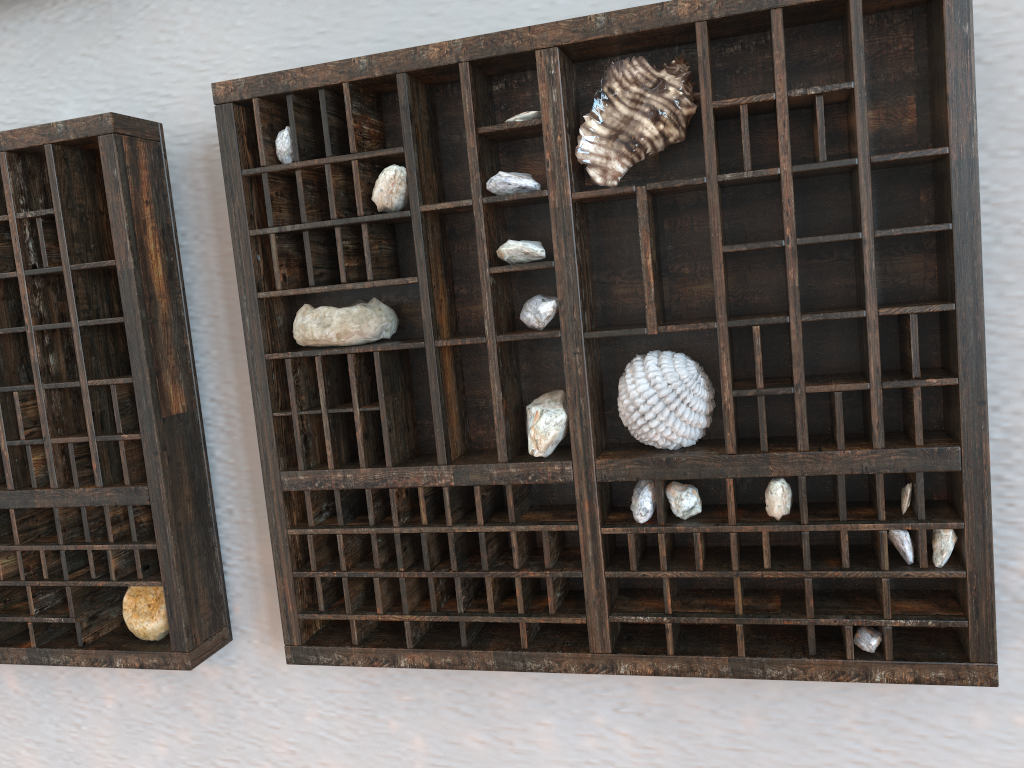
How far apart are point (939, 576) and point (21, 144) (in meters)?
0.68

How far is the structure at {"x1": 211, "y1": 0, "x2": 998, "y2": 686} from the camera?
0.5 meters

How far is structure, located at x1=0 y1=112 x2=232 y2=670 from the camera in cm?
65

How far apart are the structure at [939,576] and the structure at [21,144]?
0.1 meters

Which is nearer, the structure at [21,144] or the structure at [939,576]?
the structure at [939,576]

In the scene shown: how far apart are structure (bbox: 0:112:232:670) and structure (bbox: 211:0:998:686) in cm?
9

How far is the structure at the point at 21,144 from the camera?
0.65m

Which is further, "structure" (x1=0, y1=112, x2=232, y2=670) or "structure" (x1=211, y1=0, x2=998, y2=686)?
"structure" (x1=0, y1=112, x2=232, y2=670)

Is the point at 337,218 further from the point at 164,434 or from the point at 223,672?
the point at 223,672
